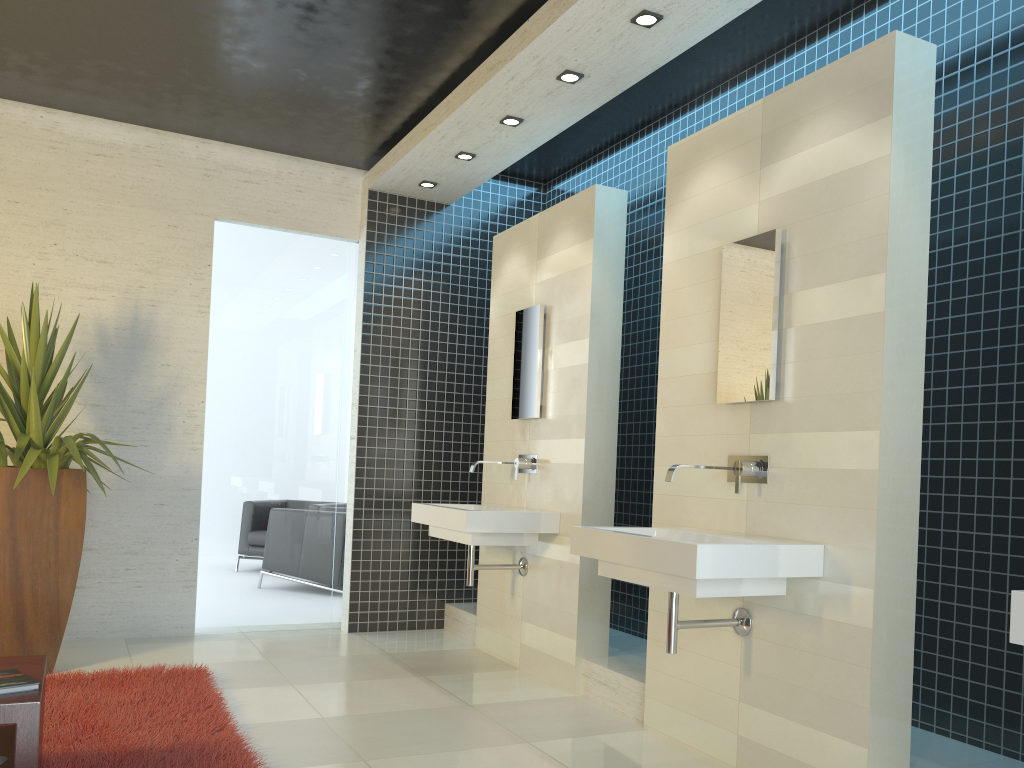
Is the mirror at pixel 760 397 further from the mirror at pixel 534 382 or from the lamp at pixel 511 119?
the lamp at pixel 511 119

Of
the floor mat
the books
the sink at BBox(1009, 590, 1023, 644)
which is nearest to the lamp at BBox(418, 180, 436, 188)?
the floor mat

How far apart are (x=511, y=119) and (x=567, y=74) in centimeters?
66cm

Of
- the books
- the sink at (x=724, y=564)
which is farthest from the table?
the sink at (x=724, y=564)

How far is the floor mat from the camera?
3.20m

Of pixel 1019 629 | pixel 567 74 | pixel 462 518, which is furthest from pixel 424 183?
pixel 1019 629

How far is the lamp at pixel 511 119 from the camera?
5.02m

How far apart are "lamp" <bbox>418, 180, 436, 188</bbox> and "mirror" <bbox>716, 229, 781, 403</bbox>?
3.0m

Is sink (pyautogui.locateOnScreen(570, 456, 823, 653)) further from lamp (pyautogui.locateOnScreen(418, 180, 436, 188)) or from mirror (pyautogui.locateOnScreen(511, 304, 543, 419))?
lamp (pyautogui.locateOnScreen(418, 180, 436, 188))

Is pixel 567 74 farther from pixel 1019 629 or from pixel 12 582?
pixel 12 582
